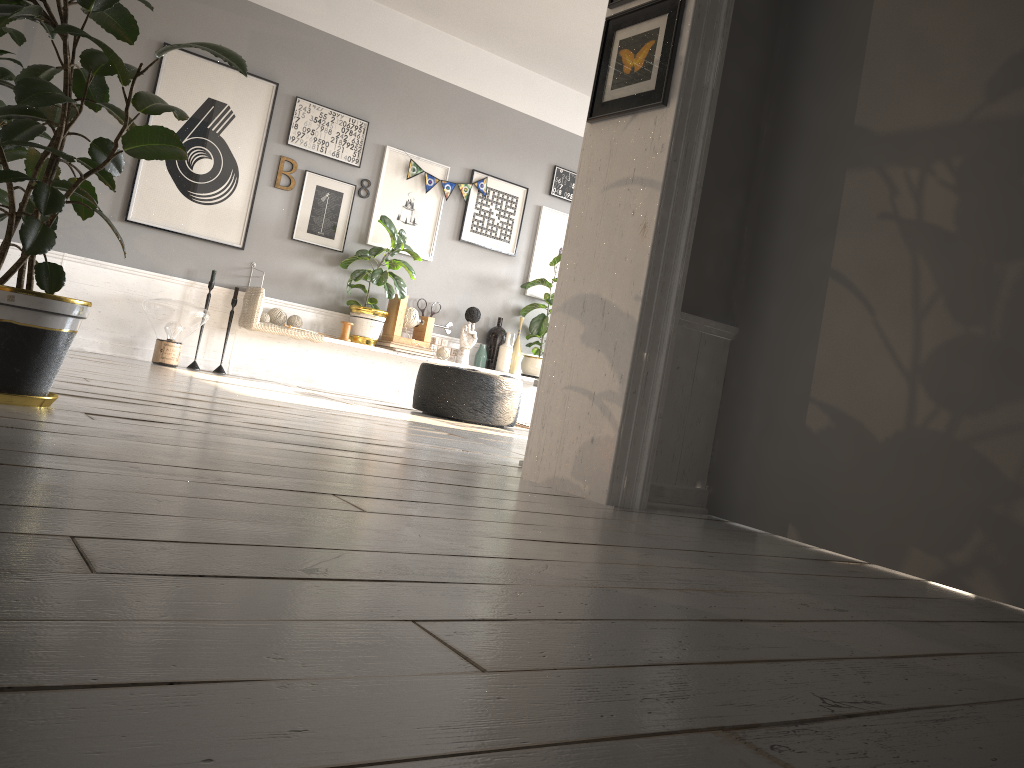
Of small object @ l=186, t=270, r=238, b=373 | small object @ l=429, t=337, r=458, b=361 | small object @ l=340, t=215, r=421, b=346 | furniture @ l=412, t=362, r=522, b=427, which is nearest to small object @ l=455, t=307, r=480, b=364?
small object @ l=429, t=337, r=458, b=361

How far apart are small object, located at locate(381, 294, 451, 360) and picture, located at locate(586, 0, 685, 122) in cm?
405

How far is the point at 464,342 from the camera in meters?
7.2

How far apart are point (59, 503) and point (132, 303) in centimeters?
506cm

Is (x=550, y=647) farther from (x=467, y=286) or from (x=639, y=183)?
(x=467, y=286)

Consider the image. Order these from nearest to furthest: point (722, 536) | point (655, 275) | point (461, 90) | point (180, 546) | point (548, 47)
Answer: point (180, 546), point (722, 536), point (655, 275), point (548, 47), point (461, 90)

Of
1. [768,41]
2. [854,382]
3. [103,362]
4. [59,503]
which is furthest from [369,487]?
[103,362]

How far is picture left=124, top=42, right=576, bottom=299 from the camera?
5.92m

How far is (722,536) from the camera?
2.33m

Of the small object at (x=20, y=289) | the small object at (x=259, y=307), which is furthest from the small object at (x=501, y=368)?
the small object at (x=20, y=289)
